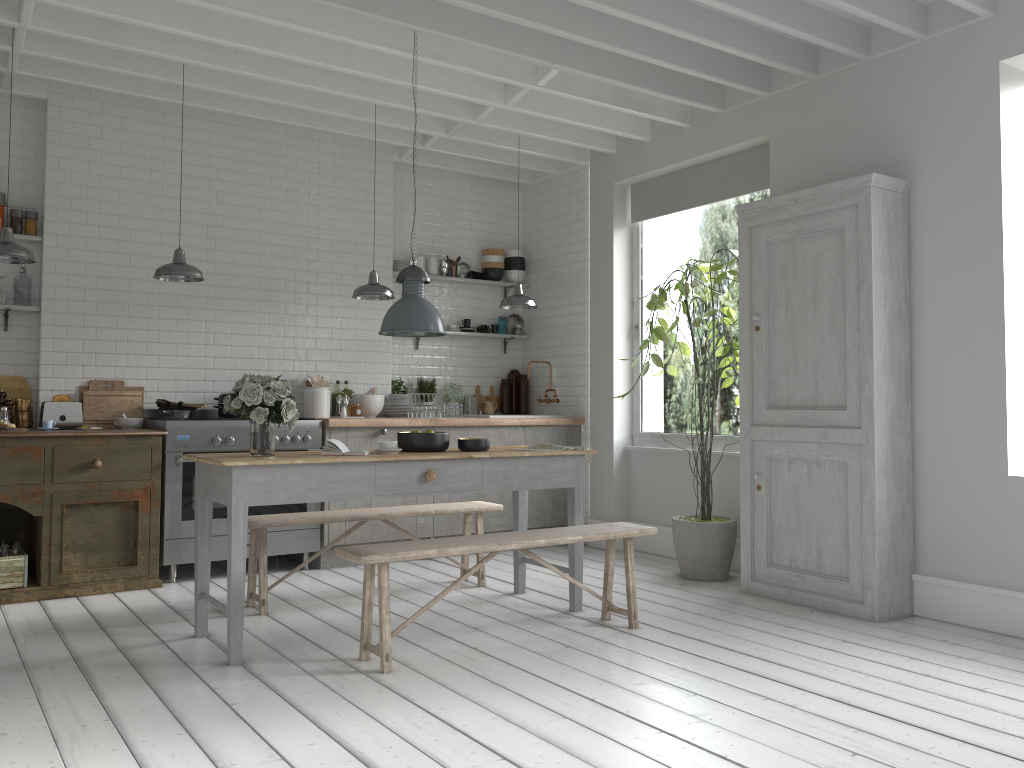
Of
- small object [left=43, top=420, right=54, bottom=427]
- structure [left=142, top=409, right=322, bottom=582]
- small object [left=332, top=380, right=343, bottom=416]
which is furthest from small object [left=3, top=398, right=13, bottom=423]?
small object [left=332, top=380, right=343, bottom=416]

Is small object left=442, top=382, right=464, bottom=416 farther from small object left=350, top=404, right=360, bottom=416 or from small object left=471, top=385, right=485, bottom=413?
small object left=350, top=404, right=360, bottom=416

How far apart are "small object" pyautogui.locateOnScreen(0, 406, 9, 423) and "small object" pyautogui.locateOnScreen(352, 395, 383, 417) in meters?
3.0

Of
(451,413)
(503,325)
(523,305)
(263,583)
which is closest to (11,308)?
(263,583)

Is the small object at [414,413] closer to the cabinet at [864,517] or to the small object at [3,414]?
the cabinet at [864,517]

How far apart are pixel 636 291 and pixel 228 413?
4.2 meters

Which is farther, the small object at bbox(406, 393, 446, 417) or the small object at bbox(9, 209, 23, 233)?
the small object at bbox(406, 393, 446, 417)

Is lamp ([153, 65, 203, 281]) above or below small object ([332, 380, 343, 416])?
above

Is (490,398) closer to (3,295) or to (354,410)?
(354,410)

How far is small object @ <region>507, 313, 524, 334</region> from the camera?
10.3m
